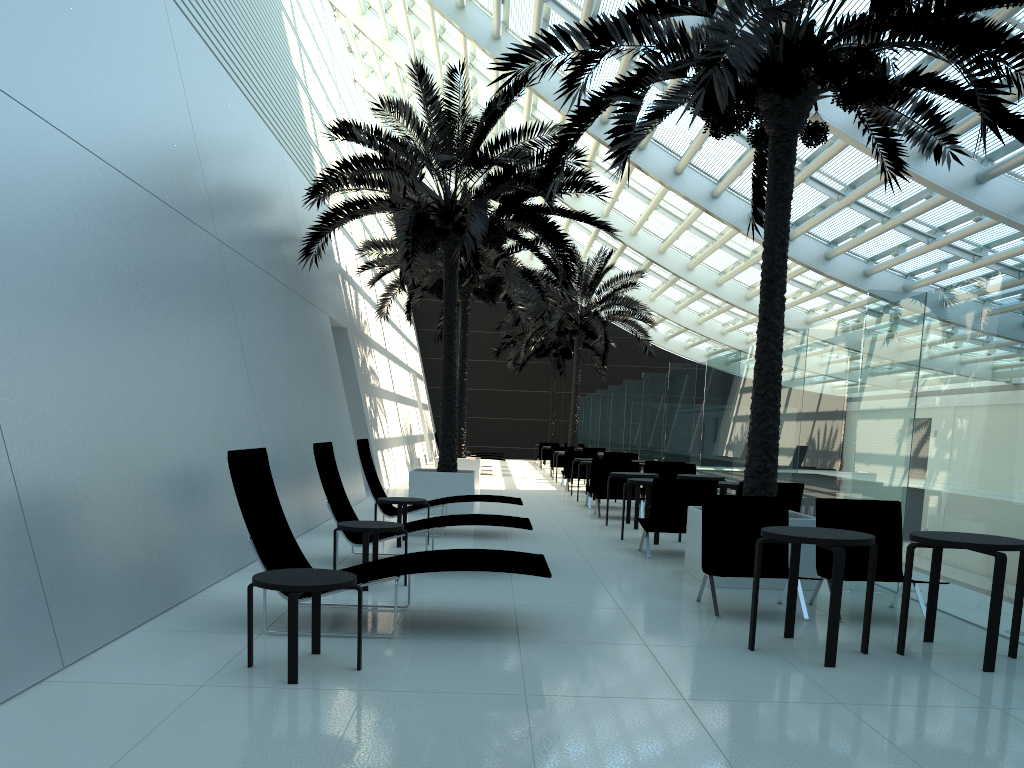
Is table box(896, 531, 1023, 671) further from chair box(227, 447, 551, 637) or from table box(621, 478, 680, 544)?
table box(621, 478, 680, 544)

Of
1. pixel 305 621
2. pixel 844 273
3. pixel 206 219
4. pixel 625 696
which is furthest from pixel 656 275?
pixel 625 696

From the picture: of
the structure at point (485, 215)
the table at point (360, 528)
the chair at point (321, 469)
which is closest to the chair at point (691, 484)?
the chair at point (321, 469)

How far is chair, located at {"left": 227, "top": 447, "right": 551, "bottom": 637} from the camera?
5.46m

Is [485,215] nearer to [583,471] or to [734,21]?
[734,21]

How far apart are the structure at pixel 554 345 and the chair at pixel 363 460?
22.29m

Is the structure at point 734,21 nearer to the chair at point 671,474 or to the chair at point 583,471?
the chair at point 671,474

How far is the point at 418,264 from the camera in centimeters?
1815cm

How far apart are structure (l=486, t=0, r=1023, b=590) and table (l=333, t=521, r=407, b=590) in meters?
2.8

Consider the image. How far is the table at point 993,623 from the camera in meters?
5.1
